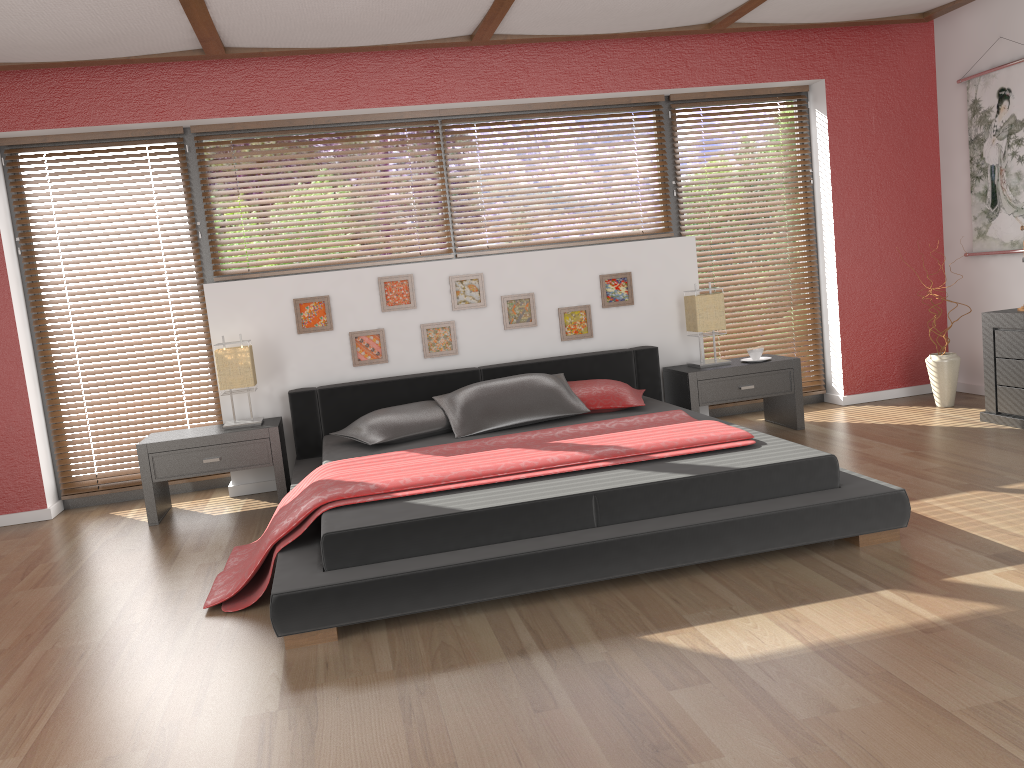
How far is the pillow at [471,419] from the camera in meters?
4.4

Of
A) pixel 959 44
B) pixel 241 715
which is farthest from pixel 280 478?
pixel 959 44

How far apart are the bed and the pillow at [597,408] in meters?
0.0

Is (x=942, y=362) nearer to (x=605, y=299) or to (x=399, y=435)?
(x=605, y=299)

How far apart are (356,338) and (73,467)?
1.8 meters

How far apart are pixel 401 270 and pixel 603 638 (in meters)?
3.02

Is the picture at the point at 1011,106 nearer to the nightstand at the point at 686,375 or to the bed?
the nightstand at the point at 686,375

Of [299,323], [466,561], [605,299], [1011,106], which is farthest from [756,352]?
[466,561]

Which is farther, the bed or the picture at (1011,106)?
the picture at (1011,106)

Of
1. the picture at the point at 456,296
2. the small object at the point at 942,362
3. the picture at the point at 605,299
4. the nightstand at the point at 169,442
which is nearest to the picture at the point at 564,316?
the picture at the point at 605,299
